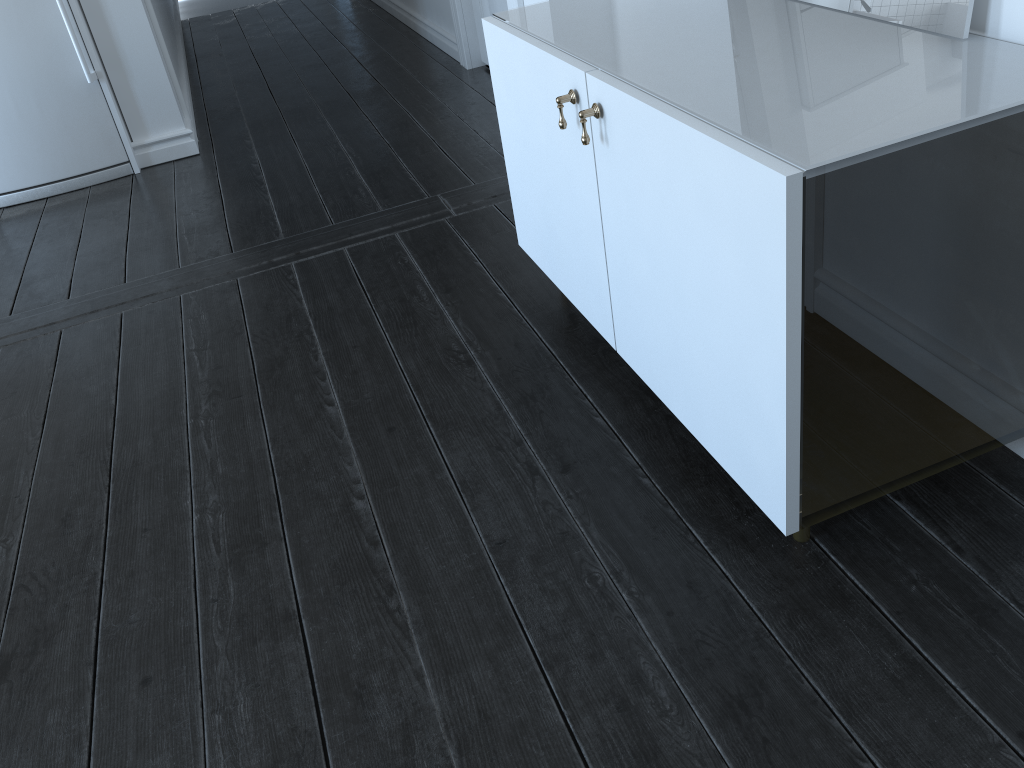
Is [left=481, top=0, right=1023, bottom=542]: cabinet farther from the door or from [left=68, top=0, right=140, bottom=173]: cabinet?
[left=68, top=0, right=140, bottom=173]: cabinet

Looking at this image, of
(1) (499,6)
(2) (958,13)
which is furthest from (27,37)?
(2) (958,13)

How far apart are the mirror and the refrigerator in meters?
2.9 m

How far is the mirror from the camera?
1.36m

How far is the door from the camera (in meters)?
3.77

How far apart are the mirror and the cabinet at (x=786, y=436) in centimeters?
32cm

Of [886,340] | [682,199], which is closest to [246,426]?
[682,199]

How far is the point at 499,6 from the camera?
3.8m

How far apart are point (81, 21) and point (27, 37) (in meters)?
0.20

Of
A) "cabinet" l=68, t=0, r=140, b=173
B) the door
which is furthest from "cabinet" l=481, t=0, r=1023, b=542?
"cabinet" l=68, t=0, r=140, b=173
